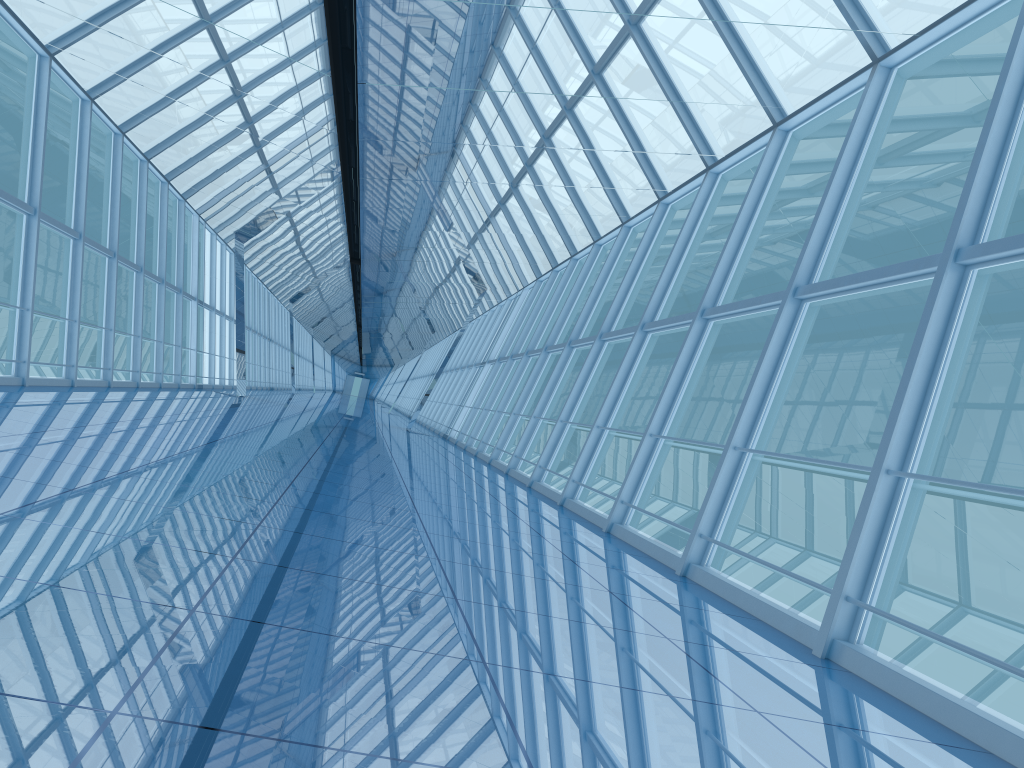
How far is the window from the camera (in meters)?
5.23

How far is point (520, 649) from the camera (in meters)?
3.63

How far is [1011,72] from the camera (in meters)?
5.23

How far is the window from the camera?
5.2 meters
